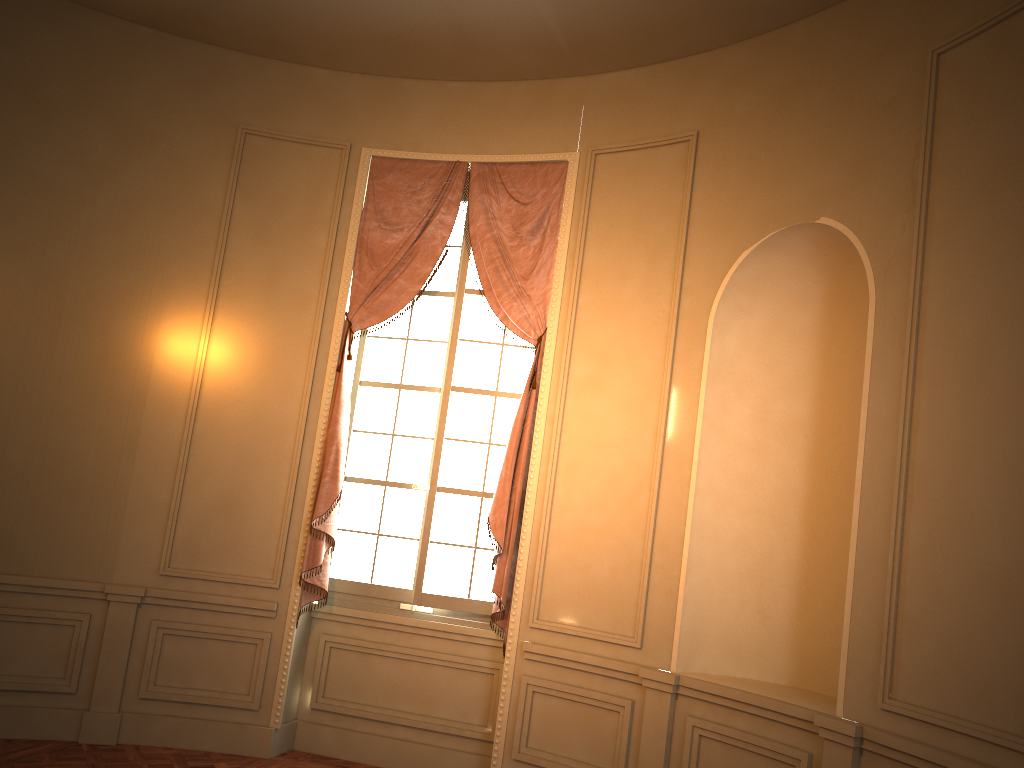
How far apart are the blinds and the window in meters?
0.1

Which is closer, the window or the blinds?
the blinds

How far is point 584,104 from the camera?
5.4 meters

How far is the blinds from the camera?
5.1m

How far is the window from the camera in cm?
532

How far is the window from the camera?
5.3 meters

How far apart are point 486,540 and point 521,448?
0.6m
